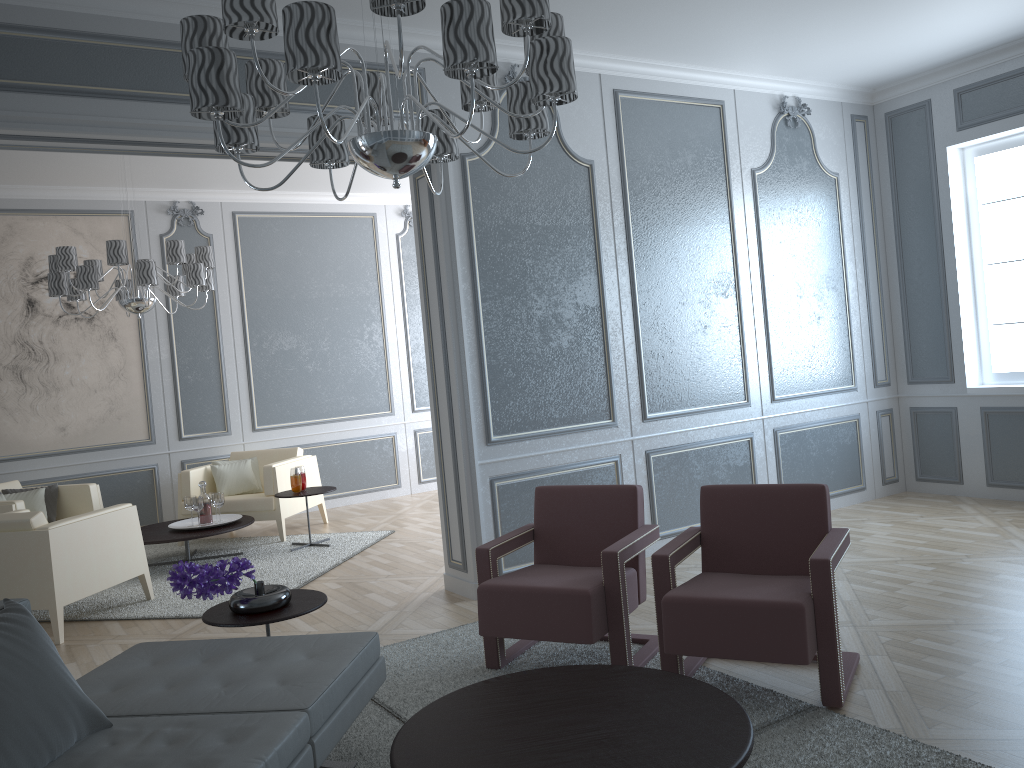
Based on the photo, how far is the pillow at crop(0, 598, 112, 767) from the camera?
1.9 meters

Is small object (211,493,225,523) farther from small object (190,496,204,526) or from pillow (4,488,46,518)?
pillow (4,488,46,518)

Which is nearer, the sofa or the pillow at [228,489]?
the sofa

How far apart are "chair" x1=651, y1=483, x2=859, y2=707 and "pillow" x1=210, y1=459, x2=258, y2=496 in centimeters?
436cm

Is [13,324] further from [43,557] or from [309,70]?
[309,70]

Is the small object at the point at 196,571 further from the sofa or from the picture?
the picture

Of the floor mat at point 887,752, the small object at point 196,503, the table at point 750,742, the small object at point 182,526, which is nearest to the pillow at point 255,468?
the small object at point 182,526

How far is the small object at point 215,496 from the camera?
5.87m

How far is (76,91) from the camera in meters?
3.4

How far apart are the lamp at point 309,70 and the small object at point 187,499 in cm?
378
